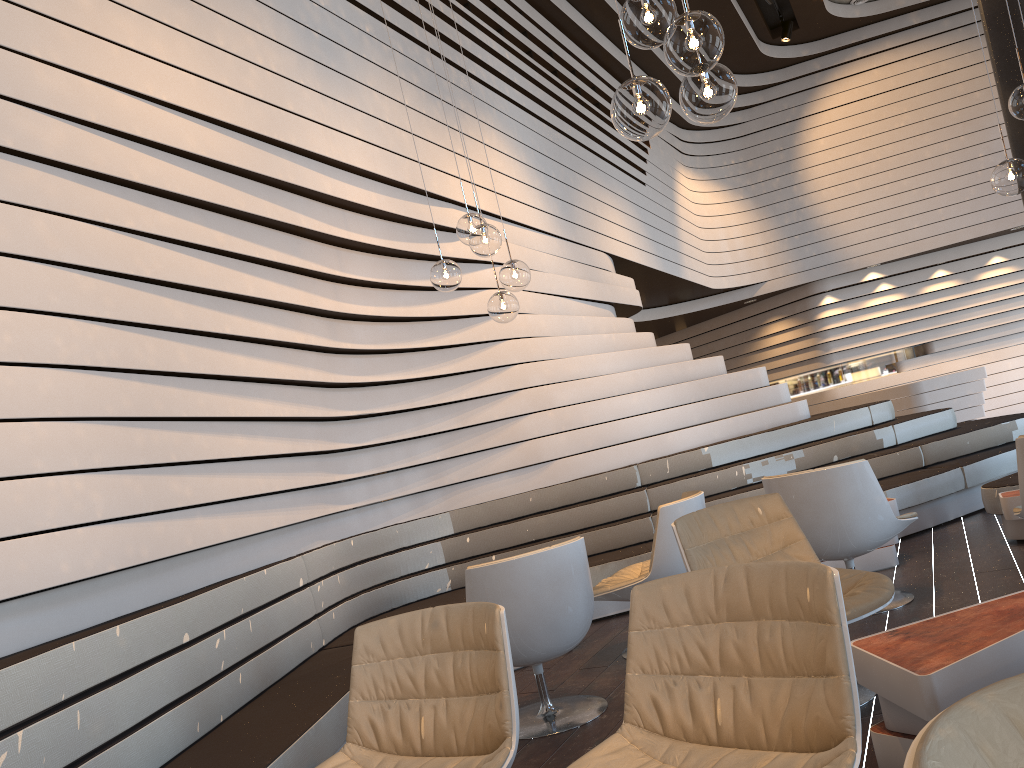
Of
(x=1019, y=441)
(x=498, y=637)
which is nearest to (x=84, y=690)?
(x=498, y=637)

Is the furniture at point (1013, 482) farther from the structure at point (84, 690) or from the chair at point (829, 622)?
the chair at point (829, 622)

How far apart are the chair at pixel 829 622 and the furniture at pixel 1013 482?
3.7m

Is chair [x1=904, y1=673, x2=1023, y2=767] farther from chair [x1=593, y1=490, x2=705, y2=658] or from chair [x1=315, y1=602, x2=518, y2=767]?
chair [x1=593, y1=490, x2=705, y2=658]

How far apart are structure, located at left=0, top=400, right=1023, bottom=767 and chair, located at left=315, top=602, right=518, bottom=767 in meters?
0.4

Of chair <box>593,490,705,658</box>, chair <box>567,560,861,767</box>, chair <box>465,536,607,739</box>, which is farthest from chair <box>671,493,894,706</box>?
chair <box>567,560,861,767</box>

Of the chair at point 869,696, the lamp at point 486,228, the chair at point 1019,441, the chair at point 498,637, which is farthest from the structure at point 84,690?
the chair at point 1019,441

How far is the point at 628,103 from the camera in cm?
→ 247

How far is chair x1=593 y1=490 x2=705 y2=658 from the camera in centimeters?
428cm

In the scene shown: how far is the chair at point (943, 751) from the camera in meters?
0.9 m
